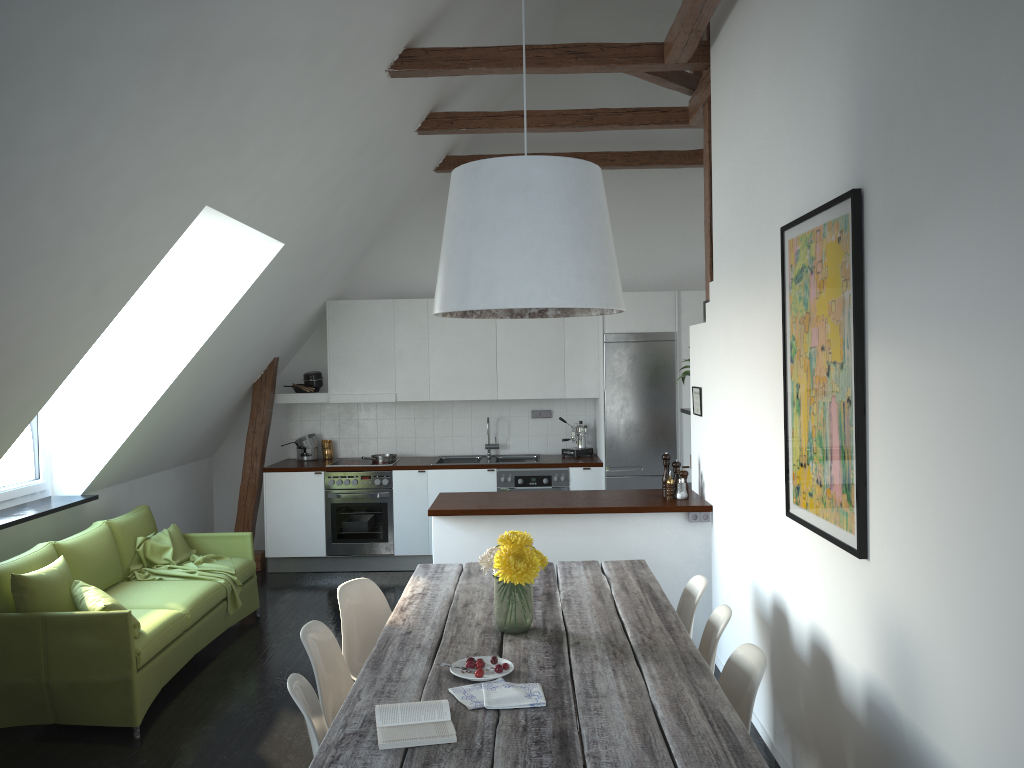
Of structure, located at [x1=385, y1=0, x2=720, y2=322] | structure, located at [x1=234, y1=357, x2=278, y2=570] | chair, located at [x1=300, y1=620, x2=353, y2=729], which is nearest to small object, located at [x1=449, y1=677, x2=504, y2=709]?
chair, located at [x1=300, y1=620, x2=353, y2=729]

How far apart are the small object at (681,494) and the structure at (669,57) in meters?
1.2 m

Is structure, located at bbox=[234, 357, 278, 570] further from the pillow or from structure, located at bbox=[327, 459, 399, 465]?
the pillow

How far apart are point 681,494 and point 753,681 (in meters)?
2.61

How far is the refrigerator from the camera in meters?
7.5 m

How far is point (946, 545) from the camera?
2.3m

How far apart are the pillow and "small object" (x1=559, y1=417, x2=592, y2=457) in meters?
4.3

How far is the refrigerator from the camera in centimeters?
749cm

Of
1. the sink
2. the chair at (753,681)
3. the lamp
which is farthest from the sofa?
the chair at (753,681)

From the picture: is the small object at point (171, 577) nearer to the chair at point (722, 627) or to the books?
the chair at point (722, 627)
